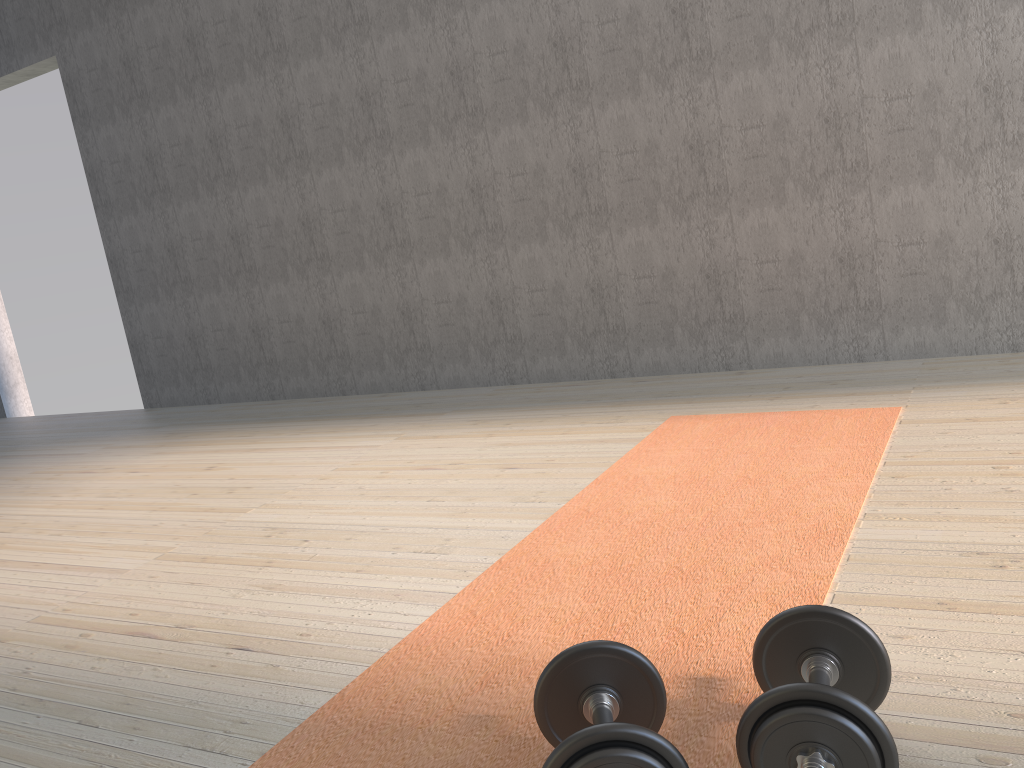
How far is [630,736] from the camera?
1.0m

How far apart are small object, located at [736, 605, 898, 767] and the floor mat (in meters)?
0.07

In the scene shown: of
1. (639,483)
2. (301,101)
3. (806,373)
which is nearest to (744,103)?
(806,373)

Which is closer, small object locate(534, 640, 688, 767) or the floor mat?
small object locate(534, 640, 688, 767)

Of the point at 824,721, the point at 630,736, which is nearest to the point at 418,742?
the point at 630,736

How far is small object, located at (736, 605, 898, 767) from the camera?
1.0 meters

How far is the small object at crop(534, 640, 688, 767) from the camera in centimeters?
96cm

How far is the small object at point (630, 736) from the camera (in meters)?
0.96

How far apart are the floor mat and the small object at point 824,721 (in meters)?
0.07
